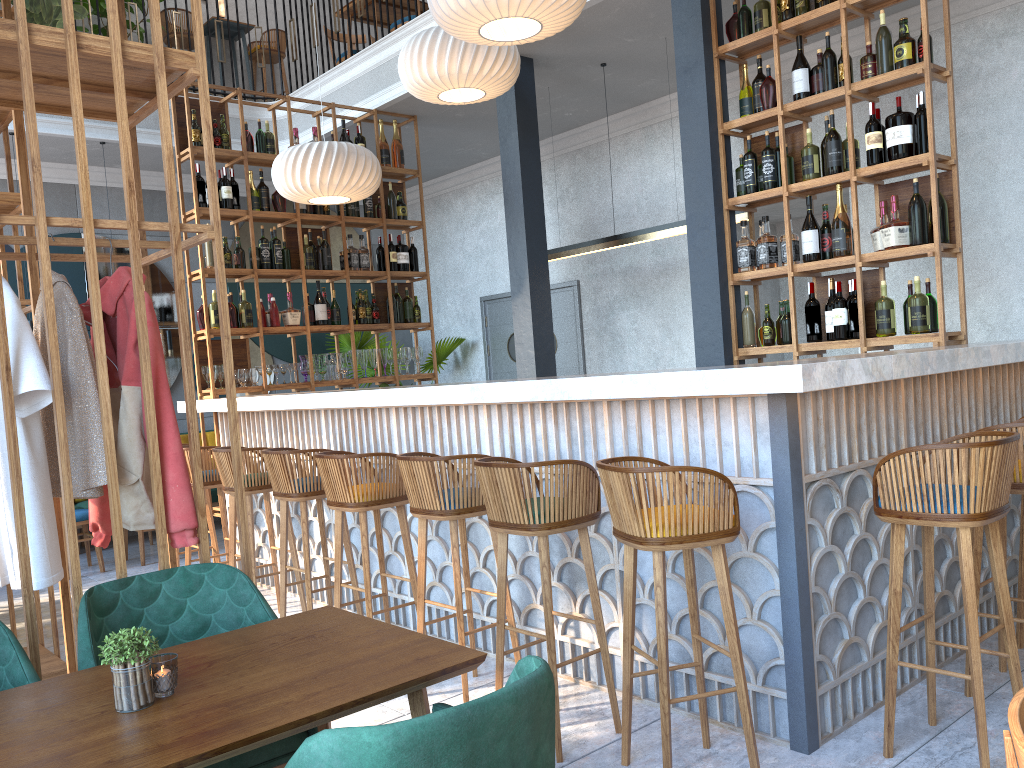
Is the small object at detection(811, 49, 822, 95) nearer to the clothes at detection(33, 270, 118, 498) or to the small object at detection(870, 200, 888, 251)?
the small object at detection(870, 200, 888, 251)

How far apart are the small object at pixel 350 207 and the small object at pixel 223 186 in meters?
1.0 m

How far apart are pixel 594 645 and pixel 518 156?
3.8 meters

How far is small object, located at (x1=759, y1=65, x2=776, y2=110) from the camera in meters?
4.8 m

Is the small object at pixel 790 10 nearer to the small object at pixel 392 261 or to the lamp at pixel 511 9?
the lamp at pixel 511 9

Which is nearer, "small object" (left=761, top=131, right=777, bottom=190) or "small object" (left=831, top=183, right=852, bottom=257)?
"small object" (left=831, top=183, right=852, bottom=257)

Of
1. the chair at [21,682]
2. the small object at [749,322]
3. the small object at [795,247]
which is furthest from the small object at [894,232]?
the chair at [21,682]

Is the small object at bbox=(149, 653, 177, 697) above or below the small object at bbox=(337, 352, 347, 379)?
below

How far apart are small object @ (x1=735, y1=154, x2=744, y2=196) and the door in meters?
3.5 m

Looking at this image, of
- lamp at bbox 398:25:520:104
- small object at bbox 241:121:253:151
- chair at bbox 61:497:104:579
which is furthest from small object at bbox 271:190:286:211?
chair at bbox 61:497:104:579
